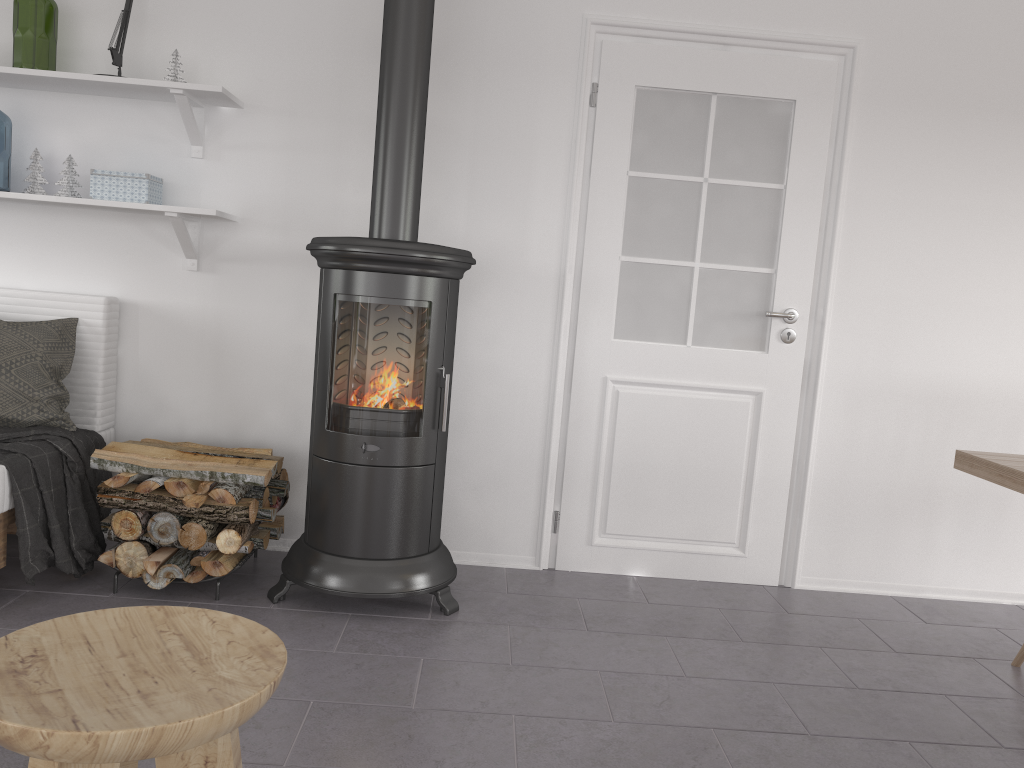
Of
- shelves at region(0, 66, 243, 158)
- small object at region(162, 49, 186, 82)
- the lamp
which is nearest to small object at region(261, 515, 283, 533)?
shelves at region(0, 66, 243, 158)

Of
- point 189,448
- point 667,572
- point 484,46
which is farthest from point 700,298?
point 189,448

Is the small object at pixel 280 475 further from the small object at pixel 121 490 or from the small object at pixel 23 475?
the small object at pixel 23 475

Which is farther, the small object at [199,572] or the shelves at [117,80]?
the shelves at [117,80]

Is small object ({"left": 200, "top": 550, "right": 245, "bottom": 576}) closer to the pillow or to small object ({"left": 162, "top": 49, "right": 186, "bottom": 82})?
the pillow

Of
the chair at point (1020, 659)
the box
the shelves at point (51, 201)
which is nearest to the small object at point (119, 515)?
the shelves at point (51, 201)

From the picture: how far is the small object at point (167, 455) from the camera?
2.9 meters

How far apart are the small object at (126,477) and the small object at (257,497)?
0.3m

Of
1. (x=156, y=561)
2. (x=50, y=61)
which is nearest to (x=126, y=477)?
(x=156, y=561)

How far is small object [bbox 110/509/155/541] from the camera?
2.79m
